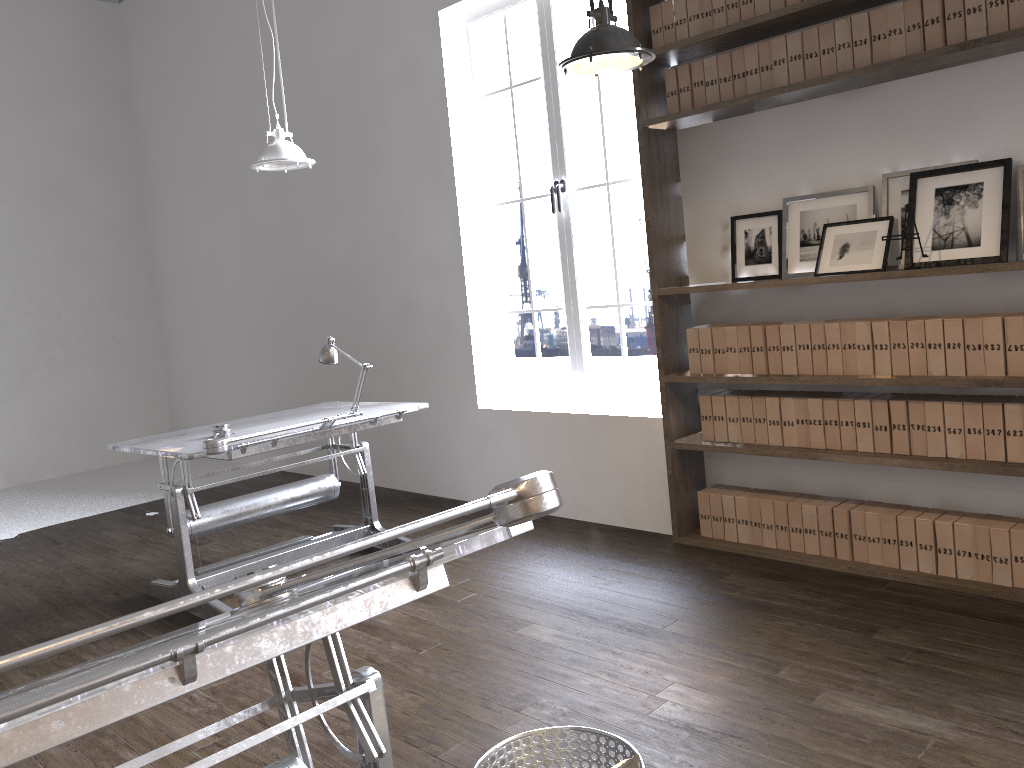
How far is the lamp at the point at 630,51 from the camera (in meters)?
2.66

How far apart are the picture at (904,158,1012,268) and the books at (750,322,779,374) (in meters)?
0.67

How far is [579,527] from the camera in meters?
4.8 m

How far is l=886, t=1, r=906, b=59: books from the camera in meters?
3.4 m

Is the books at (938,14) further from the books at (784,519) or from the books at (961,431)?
the books at (784,519)

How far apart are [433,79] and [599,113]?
4.1 meters

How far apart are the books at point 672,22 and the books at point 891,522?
2.31m

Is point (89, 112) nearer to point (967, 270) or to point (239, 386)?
point (239, 386)

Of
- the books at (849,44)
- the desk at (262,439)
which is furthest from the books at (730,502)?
the books at (849,44)

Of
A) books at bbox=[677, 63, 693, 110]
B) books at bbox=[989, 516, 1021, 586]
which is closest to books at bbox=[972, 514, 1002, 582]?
books at bbox=[989, 516, 1021, 586]
